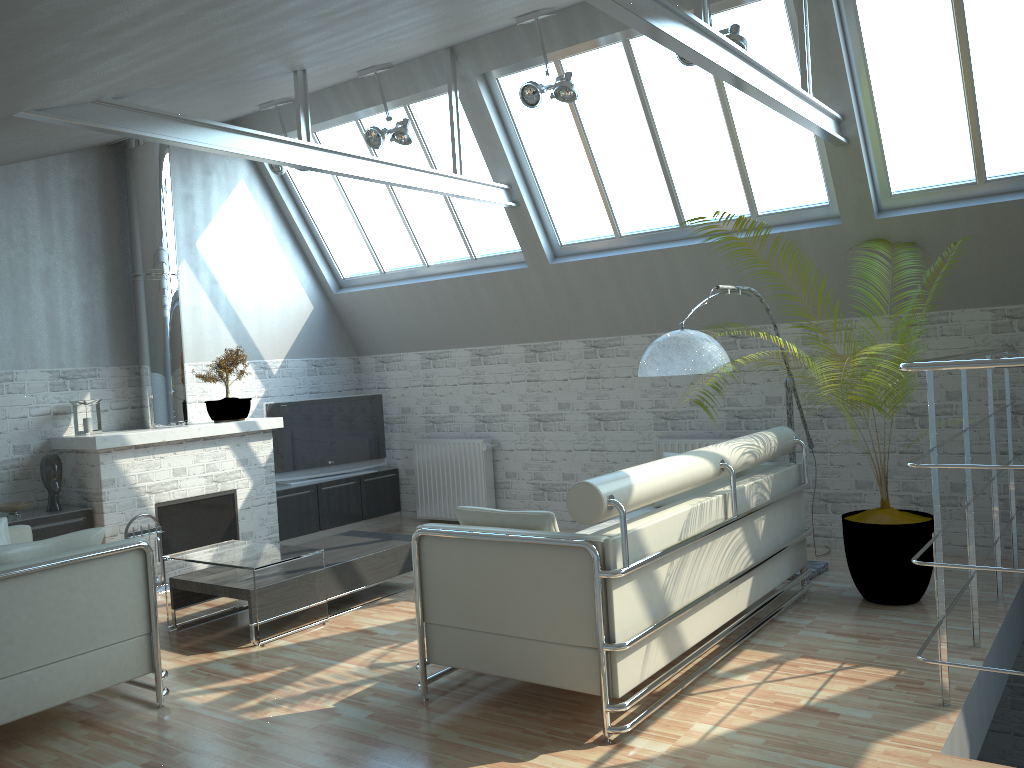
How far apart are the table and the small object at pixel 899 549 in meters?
6.1

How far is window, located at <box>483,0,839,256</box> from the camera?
11.9 meters

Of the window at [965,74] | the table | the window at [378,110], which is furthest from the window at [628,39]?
the table

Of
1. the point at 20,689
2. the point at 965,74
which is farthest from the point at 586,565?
the point at 965,74

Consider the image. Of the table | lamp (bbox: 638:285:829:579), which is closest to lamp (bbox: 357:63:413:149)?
lamp (bbox: 638:285:829:579)

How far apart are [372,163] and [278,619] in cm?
580

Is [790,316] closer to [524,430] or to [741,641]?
[524,430]

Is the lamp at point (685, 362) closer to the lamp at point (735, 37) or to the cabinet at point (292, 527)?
the lamp at point (735, 37)

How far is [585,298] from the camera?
14.6m

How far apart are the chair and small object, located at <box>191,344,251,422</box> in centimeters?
510cm
